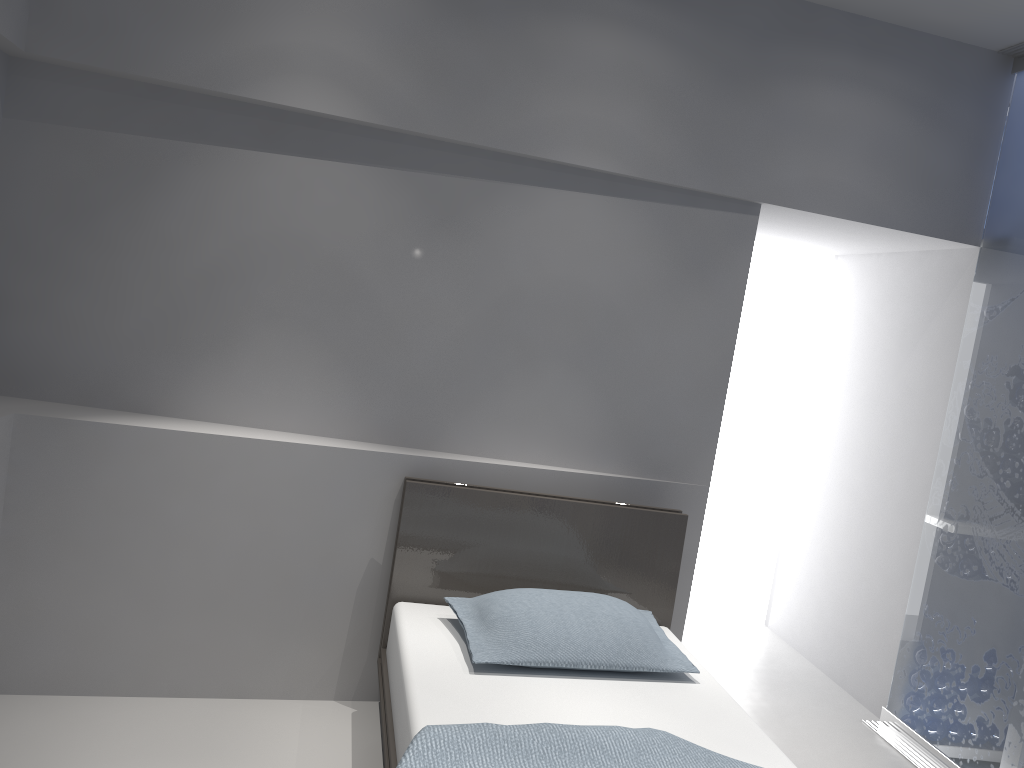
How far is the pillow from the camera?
2.6m

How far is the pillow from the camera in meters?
2.6 m

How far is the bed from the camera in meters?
2.0

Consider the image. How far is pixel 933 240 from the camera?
3.57m

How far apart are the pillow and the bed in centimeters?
4cm

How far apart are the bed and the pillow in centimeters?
4cm

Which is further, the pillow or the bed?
the pillow
